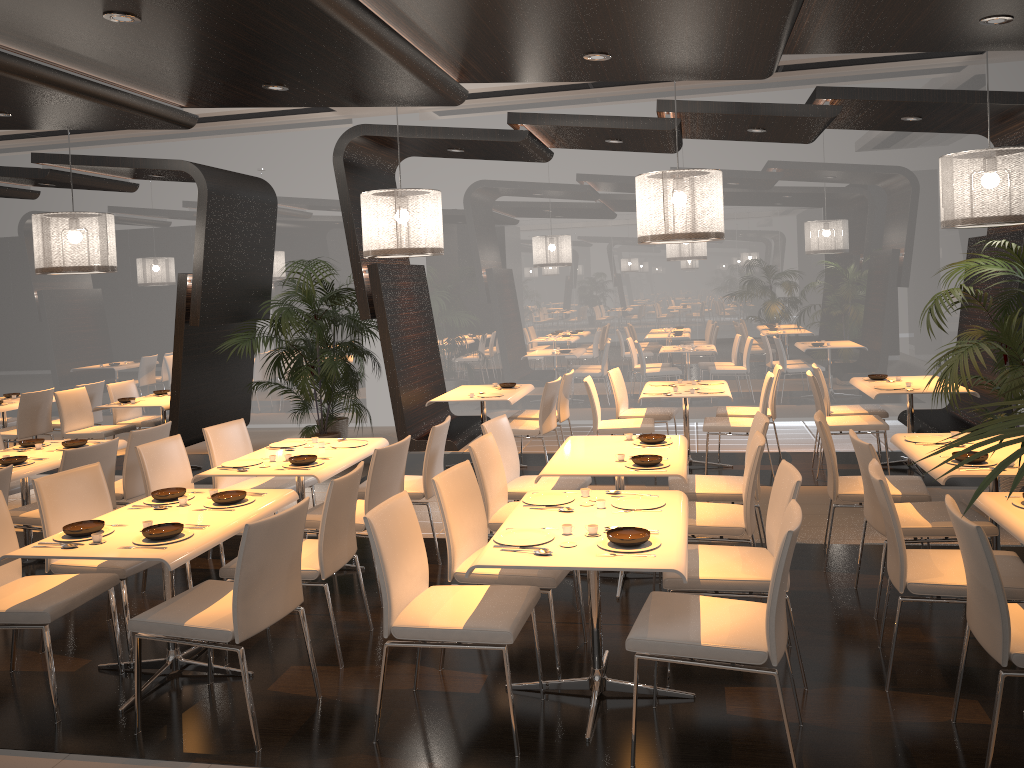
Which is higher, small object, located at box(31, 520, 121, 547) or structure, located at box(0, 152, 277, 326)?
structure, located at box(0, 152, 277, 326)

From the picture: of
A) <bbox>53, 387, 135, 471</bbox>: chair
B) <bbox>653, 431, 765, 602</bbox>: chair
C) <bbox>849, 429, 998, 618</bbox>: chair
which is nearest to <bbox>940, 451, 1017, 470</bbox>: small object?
<bbox>849, 429, 998, 618</bbox>: chair

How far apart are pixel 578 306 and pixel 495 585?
6.92m

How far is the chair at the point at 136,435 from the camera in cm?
594

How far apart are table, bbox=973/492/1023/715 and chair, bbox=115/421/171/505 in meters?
5.0 m

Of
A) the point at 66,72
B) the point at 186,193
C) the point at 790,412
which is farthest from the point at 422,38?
the point at 186,193

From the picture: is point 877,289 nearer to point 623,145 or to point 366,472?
point 623,145

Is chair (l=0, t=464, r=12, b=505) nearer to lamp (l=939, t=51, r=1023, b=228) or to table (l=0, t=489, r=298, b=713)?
table (l=0, t=489, r=298, b=713)

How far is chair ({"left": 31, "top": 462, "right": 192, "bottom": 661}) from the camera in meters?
4.3 m

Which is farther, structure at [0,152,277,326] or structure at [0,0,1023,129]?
structure at [0,152,277,326]
